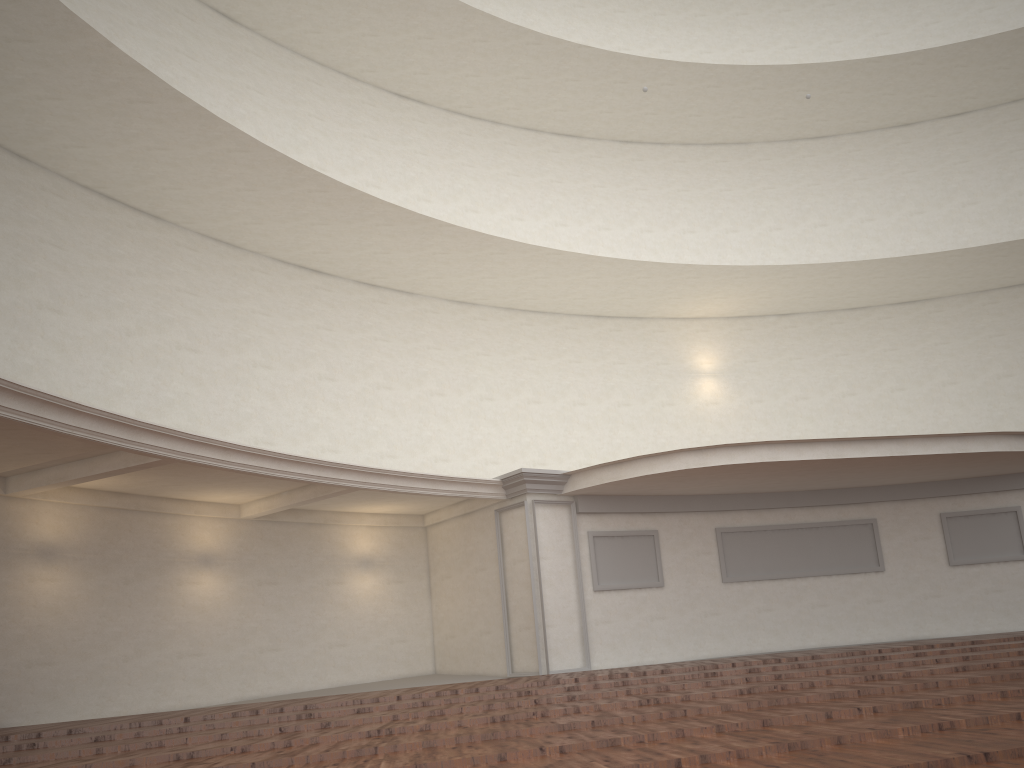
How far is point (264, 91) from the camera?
15.8m

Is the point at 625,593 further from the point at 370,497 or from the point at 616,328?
the point at 616,328
